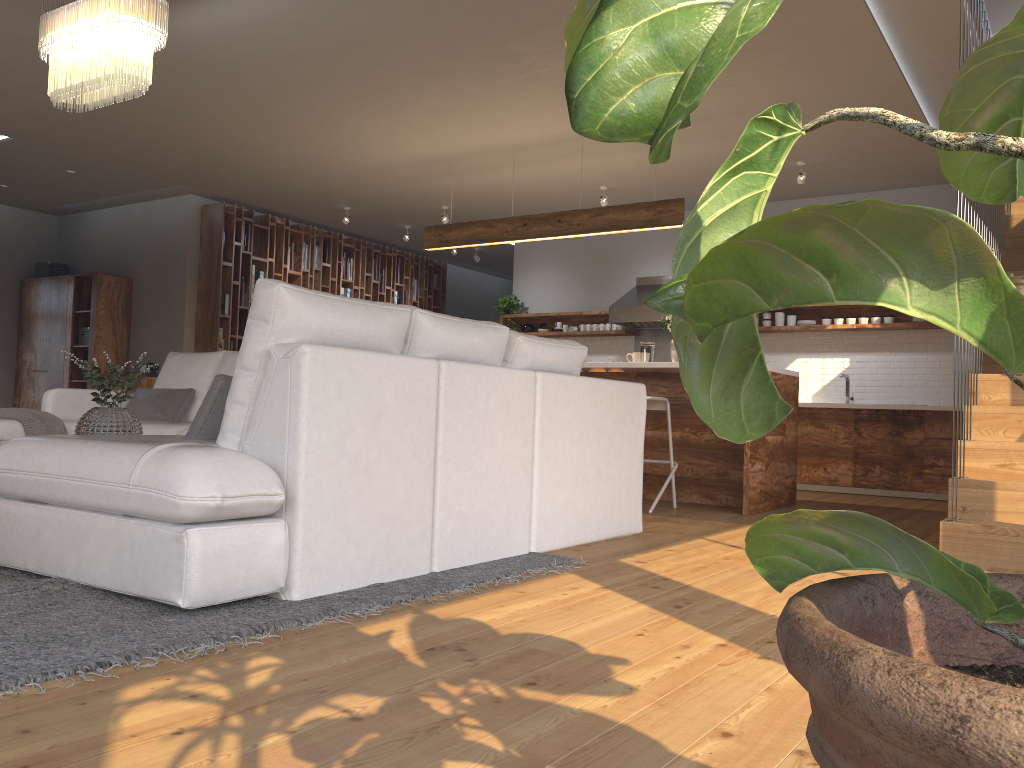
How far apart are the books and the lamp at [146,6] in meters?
5.0 m

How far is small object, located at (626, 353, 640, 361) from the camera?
6.7m

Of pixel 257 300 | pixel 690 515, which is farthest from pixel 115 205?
pixel 257 300

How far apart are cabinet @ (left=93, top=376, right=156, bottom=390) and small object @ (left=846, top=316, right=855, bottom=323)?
6.86m

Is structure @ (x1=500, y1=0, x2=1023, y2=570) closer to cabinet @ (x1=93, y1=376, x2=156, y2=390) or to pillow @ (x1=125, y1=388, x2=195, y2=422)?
cabinet @ (x1=93, y1=376, x2=156, y2=390)

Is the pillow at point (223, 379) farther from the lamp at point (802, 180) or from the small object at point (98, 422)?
the lamp at point (802, 180)

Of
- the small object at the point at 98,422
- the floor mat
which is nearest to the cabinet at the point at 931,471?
the floor mat

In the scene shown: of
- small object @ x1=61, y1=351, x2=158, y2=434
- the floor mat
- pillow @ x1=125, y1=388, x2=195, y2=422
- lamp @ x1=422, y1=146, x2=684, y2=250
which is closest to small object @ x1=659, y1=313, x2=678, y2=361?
lamp @ x1=422, y1=146, x2=684, y2=250

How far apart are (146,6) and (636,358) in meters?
4.1

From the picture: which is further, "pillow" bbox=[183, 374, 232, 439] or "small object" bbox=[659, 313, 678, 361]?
"small object" bbox=[659, 313, 678, 361]
